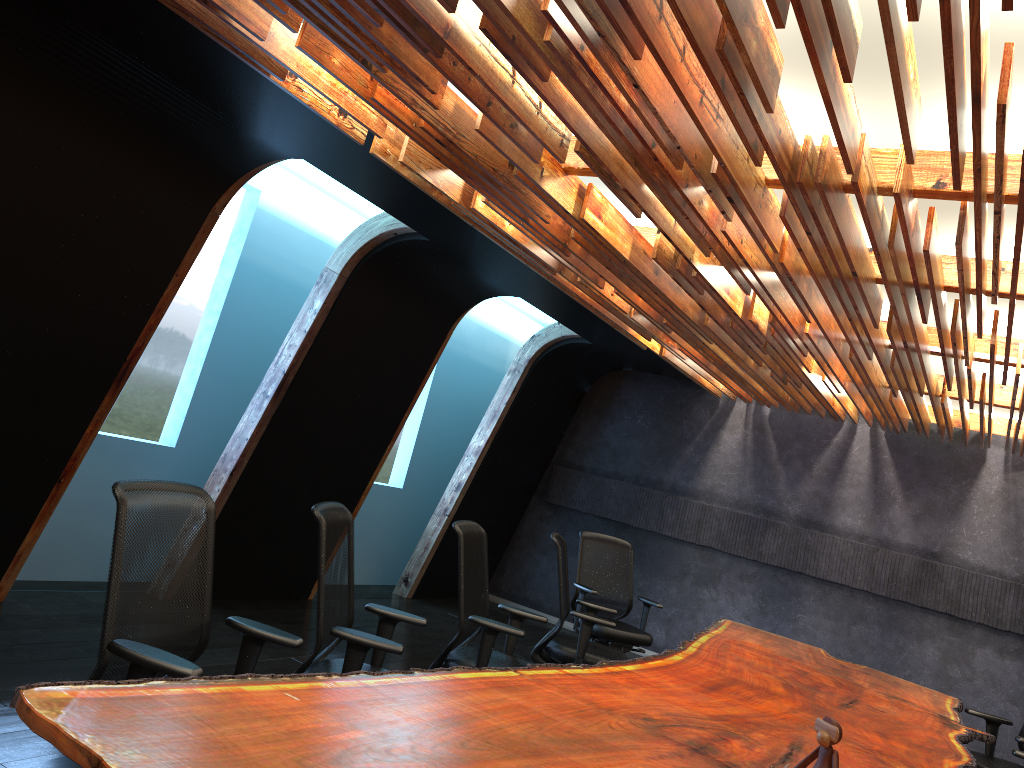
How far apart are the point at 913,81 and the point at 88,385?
4.80m

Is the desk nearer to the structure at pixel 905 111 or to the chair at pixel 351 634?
the chair at pixel 351 634

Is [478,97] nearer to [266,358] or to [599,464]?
[266,358]

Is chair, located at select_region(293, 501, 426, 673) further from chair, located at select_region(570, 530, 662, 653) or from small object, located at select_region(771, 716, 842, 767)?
chair, located at select_region(570, 530, 662, 653)

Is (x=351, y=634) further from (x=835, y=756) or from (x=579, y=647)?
(x=579, y=647)

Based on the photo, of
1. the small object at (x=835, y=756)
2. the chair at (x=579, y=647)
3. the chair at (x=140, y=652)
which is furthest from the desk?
the chair at (x=579, y=647)

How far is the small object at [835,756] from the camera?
3.0m

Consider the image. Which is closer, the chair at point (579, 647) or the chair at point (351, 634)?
the chair at point (351, 634)

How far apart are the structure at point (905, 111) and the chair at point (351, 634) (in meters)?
1.68

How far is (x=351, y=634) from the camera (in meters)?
3.55
